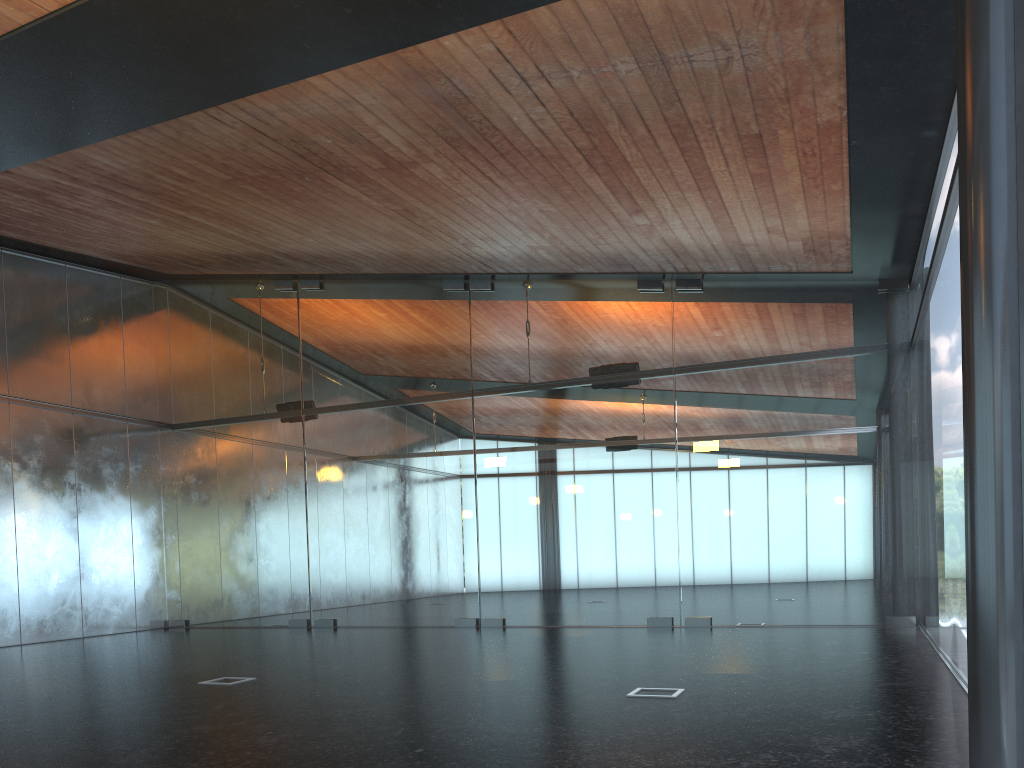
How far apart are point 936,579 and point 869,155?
4.4m

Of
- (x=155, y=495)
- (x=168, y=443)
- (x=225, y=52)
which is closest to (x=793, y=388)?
(x=225, y=52)

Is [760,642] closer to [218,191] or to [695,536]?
[695,536]

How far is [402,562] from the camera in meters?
14.8
